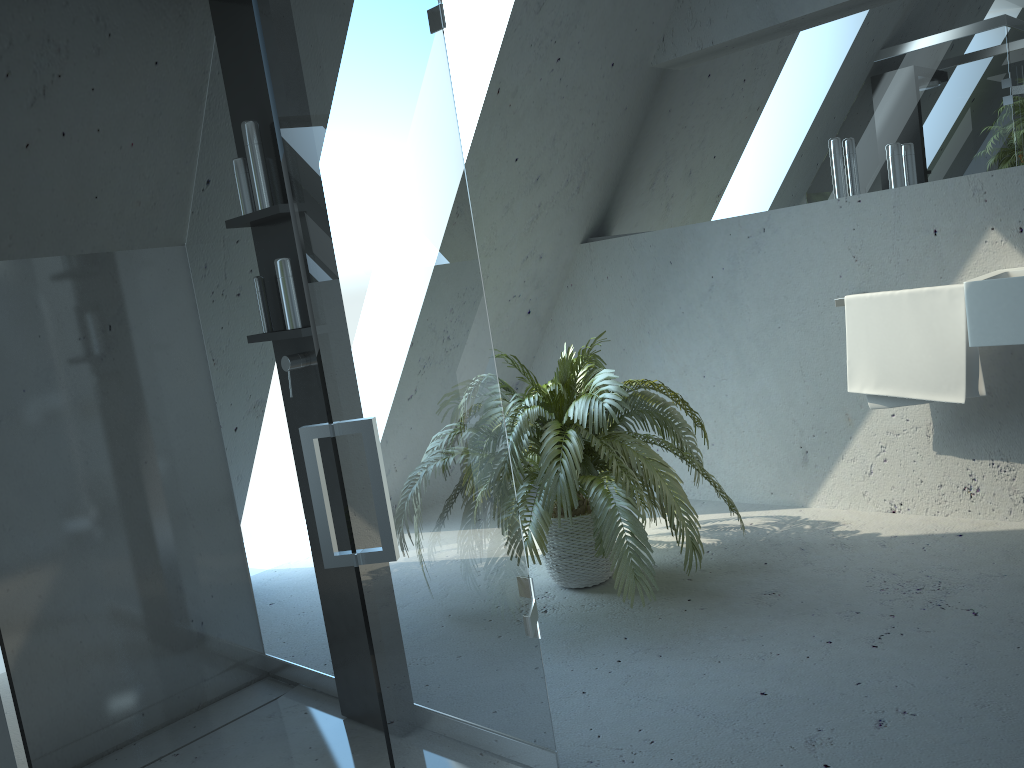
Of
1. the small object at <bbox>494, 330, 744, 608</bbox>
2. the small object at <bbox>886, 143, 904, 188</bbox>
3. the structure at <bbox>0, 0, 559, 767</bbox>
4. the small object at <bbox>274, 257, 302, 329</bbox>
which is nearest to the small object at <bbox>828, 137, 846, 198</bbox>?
the small object at <bbox>886, 143, 904, 188</bbox>

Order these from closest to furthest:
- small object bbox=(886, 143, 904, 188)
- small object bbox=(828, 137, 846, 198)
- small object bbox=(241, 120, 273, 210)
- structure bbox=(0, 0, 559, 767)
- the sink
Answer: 1. structure bbox=(0, 0, 559, 767)
2. small object bbox=(241, 120, 273, 210)
3. the sink
4. small object bbox=(886, 143, 904, 188)
5. small object bbox=(828, 137, 846, 198)

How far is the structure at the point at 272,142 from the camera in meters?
2.2

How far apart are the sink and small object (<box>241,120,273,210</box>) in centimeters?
207cm

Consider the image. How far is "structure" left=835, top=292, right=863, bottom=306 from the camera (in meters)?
3.20

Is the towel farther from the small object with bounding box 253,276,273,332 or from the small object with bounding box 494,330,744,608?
the small object with bounding box 253,276,273,332

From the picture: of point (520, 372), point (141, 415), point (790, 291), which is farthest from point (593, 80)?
point (141, 415)

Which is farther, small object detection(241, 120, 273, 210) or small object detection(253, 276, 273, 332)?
small object detection(253, 276, 273, 332)

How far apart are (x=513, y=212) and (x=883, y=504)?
1.9m

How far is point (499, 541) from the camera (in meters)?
1.65
